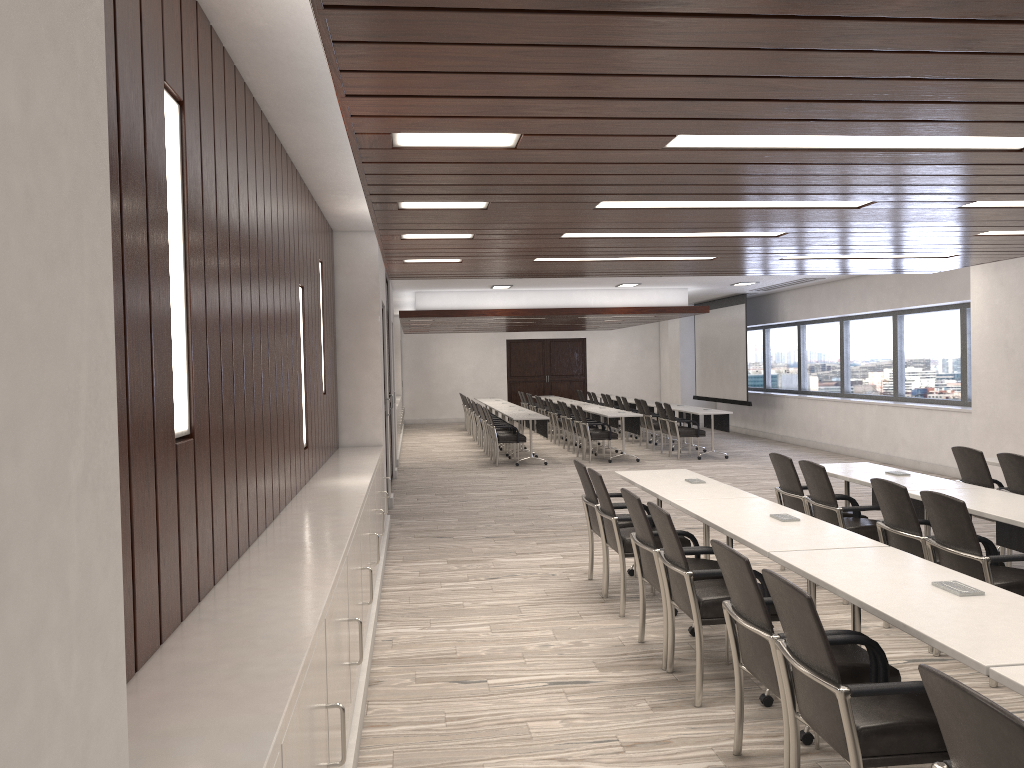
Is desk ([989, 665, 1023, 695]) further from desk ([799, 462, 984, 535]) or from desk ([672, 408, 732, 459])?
desk ([672, 408, 732, 459])

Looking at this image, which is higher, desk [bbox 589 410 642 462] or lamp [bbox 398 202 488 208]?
lamp [bbox 398 202 488 208]

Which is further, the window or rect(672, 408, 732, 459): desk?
rect(672, 408, 732, 459): desk

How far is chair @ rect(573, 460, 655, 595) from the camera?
6.3m

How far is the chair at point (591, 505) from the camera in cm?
631

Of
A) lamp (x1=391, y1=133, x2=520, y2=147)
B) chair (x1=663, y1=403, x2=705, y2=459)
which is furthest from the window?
lamp (x1=391, y1=133, x2=520, y2=147)

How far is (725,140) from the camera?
3.34m

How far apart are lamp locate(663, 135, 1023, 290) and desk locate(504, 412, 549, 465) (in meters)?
10.72

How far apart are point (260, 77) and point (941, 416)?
11.0m

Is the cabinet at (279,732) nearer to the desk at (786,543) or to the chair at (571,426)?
the desk at (786,543)
